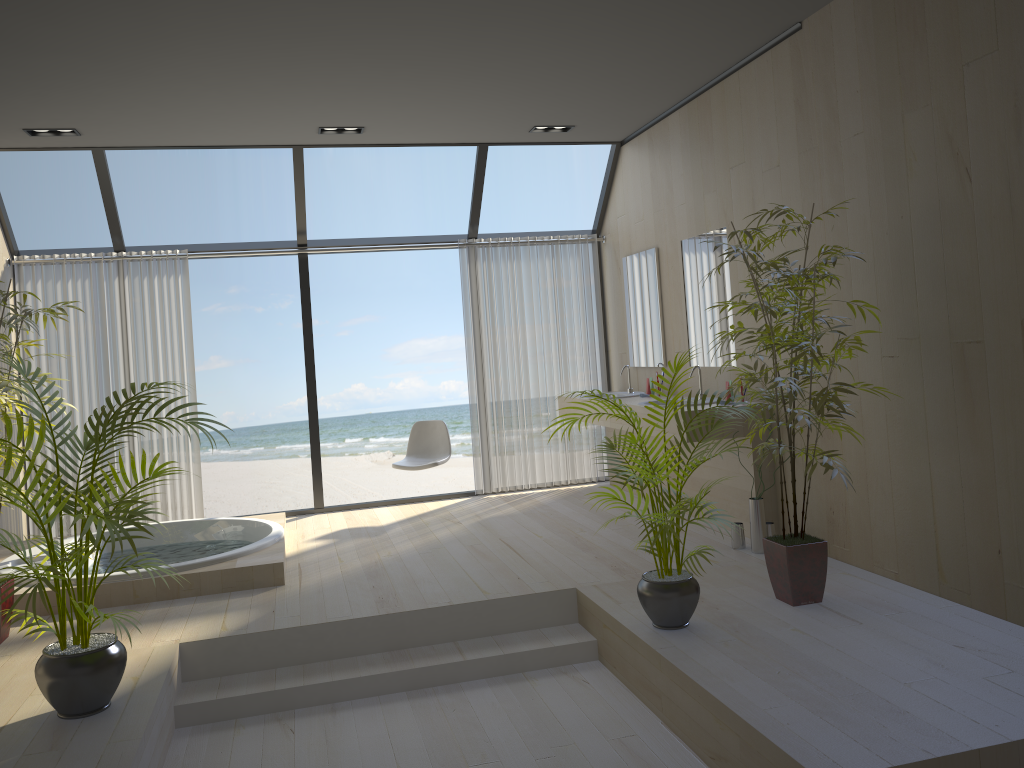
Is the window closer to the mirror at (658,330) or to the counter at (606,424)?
the mirror at (658,330)

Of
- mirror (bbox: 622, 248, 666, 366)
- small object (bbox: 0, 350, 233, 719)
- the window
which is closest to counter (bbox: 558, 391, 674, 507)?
mirror (bbox: 622, 248, 666, 366)

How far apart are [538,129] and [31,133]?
3.32m

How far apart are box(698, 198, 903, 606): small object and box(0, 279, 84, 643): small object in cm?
330

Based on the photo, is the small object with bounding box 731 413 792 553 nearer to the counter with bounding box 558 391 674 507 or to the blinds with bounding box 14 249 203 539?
the counter with bounding box 558 391 674 507

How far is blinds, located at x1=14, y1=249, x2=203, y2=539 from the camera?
6.4m

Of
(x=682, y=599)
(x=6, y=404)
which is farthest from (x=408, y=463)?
(x=682, y=599)

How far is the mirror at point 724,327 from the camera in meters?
5.5 m

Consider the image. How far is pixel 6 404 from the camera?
4.0 meters

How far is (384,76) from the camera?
4.9 meters
